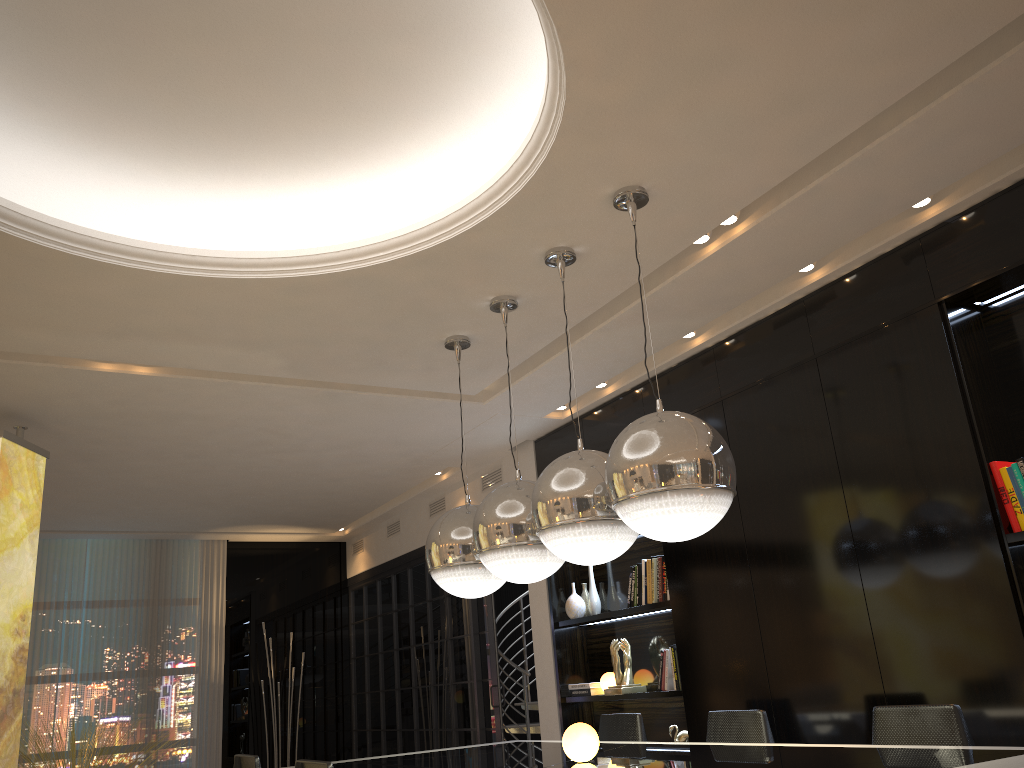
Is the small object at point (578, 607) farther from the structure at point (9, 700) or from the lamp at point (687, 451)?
the structure at point (9, 700)

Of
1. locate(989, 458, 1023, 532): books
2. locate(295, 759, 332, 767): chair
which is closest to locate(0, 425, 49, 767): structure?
locate(295, 759, 332, 767): chair

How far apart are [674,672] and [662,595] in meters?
0.4

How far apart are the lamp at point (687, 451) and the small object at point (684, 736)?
1.7m

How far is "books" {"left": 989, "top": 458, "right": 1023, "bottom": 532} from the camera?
3.2 meters

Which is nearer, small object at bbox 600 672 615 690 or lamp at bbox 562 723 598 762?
lamp at bbox 562 723 598 762

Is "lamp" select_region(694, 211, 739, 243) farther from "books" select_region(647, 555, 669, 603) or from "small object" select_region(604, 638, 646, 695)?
"small object" select_region(604, 638, 646, 695)

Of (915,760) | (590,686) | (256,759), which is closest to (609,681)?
→ (590,686)

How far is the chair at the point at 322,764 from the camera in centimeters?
255cm

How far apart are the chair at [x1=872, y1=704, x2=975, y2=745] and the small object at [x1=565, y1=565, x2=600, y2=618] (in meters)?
2.70
